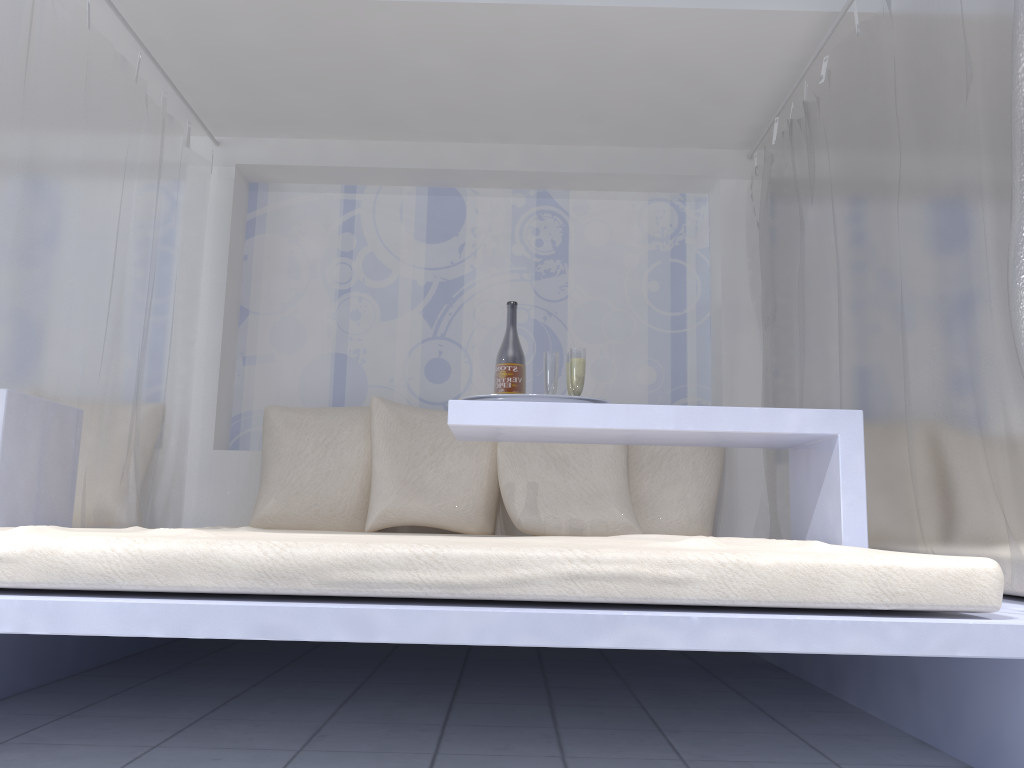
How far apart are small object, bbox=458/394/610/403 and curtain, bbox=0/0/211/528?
1.2 meters

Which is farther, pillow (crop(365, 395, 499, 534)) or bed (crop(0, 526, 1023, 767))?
pillow (crop(365, 395, 499, 534))

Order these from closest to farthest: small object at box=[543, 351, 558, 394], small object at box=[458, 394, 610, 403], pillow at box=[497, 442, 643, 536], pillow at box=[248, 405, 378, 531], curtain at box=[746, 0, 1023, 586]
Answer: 1. curtain at box=[746, 0, 1023, 586]
2. small object at box=[458, 394, 610, 403]
3. small object at box=[543, 351, 558, 394]
4. pillow at box=[497, 442, 643, 536]
5. pillow at box=[248, 405, 378, 531]

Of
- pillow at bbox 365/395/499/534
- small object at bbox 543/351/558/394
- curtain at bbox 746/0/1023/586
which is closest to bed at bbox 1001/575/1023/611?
curtain at bbox 746/0/1023/586

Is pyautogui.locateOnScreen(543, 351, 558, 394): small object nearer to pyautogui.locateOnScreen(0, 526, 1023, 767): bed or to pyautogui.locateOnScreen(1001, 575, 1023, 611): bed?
pyautogui.locateOnScreen(0, 526, 1023, 767): bed

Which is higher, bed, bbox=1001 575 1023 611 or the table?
the table

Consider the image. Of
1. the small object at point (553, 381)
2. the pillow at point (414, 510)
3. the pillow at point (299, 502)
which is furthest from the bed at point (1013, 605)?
the pillow at point (299, 502)

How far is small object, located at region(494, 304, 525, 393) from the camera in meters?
2.5

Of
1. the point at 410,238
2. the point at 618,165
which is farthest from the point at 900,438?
the point at 410,238

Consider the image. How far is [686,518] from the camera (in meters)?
3.27
